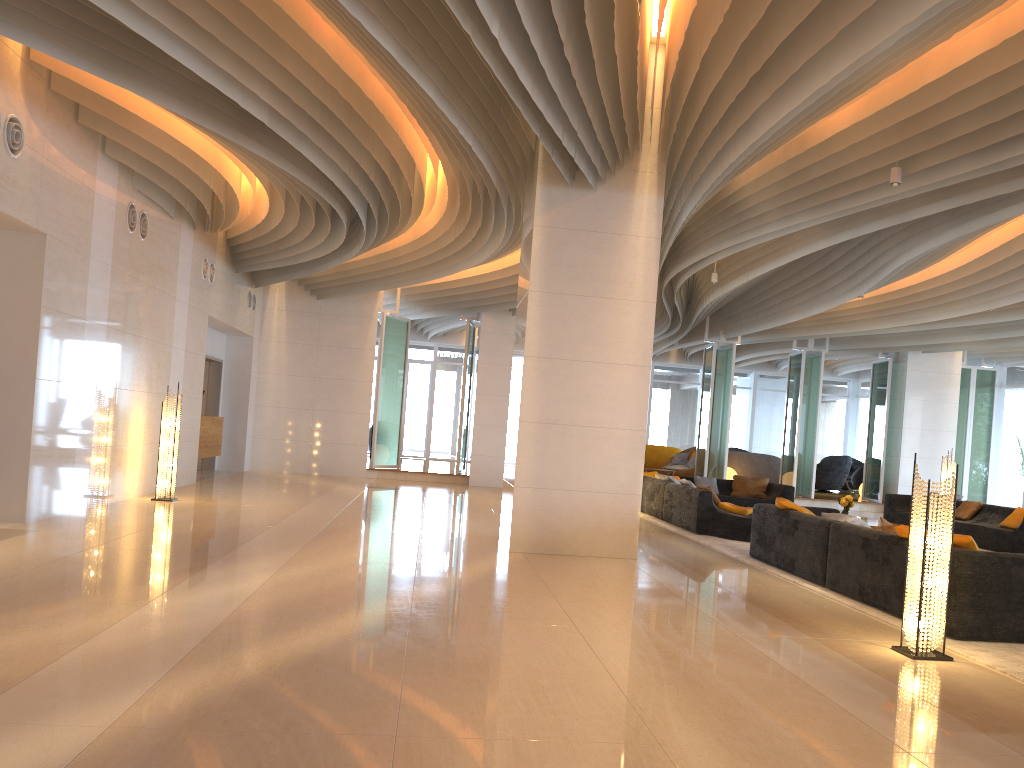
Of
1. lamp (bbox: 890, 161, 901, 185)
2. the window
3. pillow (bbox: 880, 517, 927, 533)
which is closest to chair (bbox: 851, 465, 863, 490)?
the window

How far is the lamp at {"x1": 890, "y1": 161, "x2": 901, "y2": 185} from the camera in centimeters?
754cm

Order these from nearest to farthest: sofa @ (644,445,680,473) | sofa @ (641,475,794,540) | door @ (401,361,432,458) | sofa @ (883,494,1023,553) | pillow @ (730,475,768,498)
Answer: sofa @ (641,475,794,540) < sofa @ (883,494,1023,553) < pillow @ (730,475,768,498) < sofa @ (644,445,680,473) < door @ (401,361,432,458)

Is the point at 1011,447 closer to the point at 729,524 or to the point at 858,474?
the point at 858,474

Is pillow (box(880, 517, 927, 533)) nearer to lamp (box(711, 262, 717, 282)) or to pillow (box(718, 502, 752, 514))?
pillow (box(718, 502, 752, 514))

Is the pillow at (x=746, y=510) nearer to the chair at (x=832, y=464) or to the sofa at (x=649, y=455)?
the sofa at (x=649, y=455)

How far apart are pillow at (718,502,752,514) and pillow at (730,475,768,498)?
4.2m

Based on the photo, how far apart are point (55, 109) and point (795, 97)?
6.4 meters

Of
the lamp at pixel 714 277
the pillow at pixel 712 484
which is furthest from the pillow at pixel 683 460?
the lamp at pixel 714 277

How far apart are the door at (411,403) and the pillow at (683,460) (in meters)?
7.45
